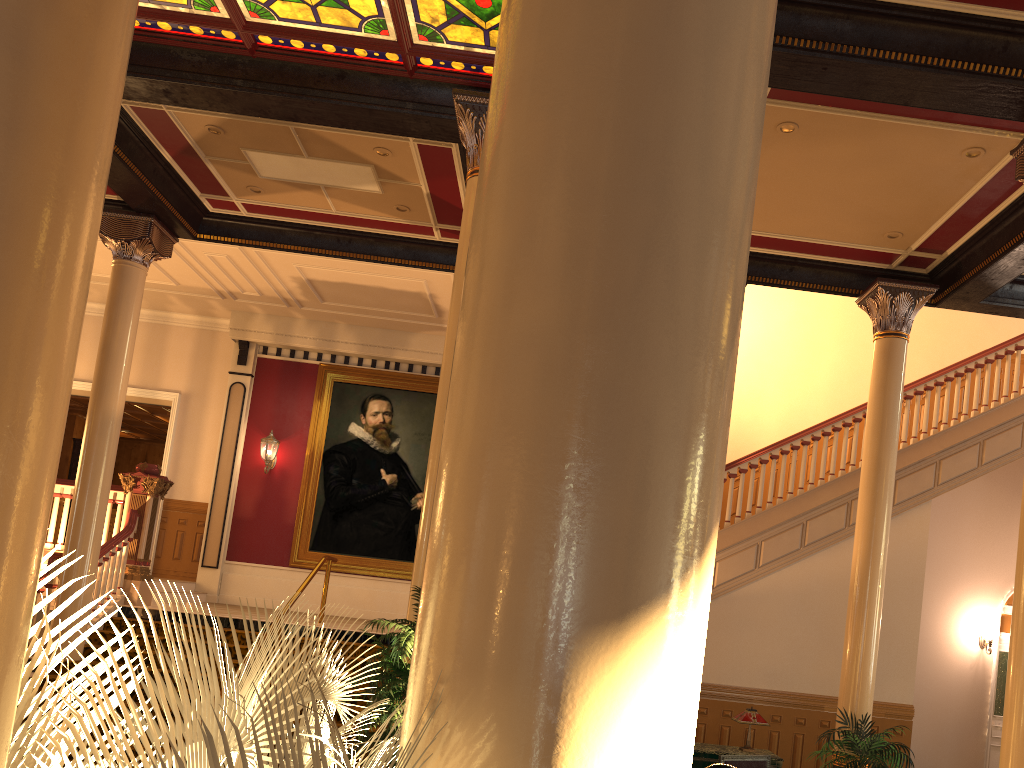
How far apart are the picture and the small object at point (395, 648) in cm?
845

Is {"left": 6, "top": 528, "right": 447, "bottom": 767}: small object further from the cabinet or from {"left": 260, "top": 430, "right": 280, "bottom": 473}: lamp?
{"left": 260, "top": 430, "right": 280, "bottom": 473}: lamp

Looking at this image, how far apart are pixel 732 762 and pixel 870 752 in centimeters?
129cm

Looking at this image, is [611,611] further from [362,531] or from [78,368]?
[78,368]

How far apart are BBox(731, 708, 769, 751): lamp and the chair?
0.5m

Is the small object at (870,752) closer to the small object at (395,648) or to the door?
the small object at (395,648)

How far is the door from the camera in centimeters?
1413cm

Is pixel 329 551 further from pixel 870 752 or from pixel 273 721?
pixel 273 721

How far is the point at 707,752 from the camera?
8.0m

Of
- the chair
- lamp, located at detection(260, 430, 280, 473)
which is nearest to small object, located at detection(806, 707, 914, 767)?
the chair
